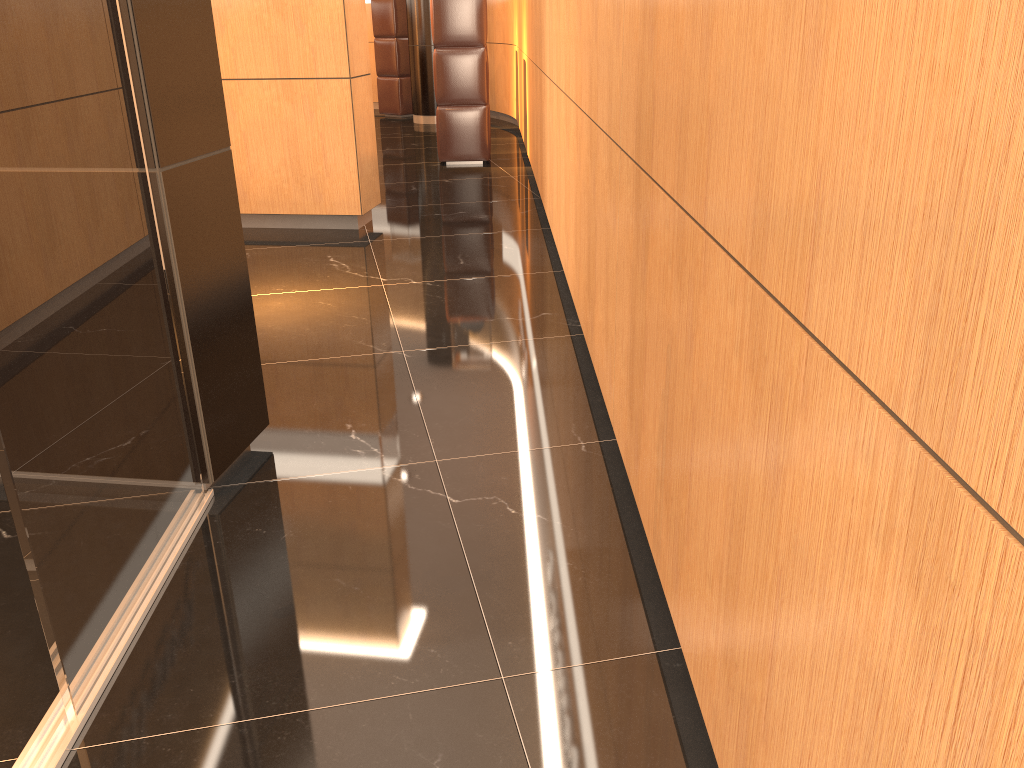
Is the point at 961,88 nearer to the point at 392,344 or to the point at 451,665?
the point at 451,665

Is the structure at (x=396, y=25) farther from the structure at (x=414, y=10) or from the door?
the door

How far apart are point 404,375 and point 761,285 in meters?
2.3

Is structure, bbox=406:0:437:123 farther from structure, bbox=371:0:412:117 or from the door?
the door

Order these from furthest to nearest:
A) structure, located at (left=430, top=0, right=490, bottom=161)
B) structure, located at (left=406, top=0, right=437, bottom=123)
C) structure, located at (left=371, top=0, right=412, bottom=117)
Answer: structure, located at (left=371, top=0, right=412, bottom=117), structure, located at (left=406, top=0, right=437, bottom=123), structure, located at (left=430, top=0, right=490, bottom=161)

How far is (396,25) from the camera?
11.5m

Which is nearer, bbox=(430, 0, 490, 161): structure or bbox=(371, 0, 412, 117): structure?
bbox=(430, 0, 490, 161): structure

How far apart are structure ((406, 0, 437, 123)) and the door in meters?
9.4

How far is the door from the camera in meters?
1.6 m

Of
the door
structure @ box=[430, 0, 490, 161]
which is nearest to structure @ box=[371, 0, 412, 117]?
structure @ box=[430, 0, 490, 161]
